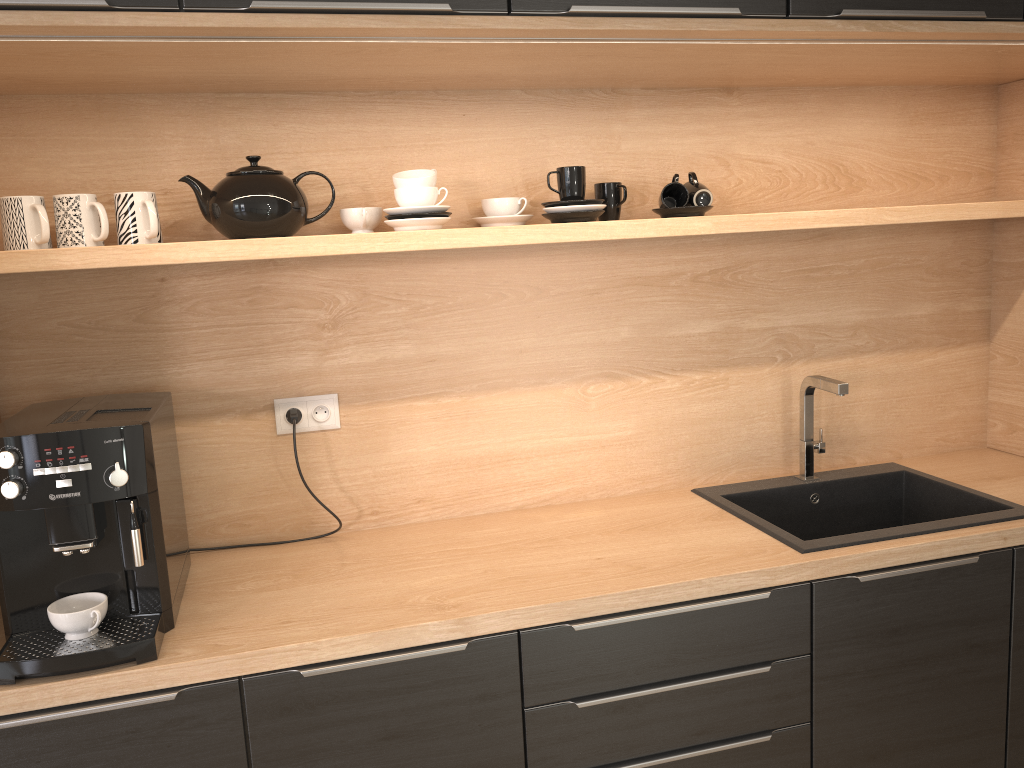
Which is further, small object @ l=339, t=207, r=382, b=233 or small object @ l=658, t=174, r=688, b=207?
small object @ l=658, t=174, r=688, b=207

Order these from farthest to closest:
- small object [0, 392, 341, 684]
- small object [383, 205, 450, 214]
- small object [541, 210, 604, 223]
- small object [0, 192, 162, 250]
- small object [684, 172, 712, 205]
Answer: small object [684, 172, 712, 205] → small object [541, 210, 604, 223] → small object [383, 205, 450, 214] → small object [0, 192, 162, 250] → small object [0, 392, 341, 684]

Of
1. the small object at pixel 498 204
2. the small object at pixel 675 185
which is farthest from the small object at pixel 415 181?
the small object at pixel 675 185

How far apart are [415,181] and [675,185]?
0.6m

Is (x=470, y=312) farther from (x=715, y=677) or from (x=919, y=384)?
(x=919, y=384)

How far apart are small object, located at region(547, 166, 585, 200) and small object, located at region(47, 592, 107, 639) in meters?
1.2

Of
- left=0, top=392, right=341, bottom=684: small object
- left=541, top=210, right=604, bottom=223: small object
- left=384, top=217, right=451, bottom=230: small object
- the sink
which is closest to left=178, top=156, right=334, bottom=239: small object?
left=384, top=217, right=451, bottom=230: small object

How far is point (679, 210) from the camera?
2.1 meters

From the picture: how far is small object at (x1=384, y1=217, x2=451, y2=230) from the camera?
1.85m

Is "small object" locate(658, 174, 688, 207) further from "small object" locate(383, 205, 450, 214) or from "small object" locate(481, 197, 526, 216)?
"small object" locate(383, 205, 450, 214)
